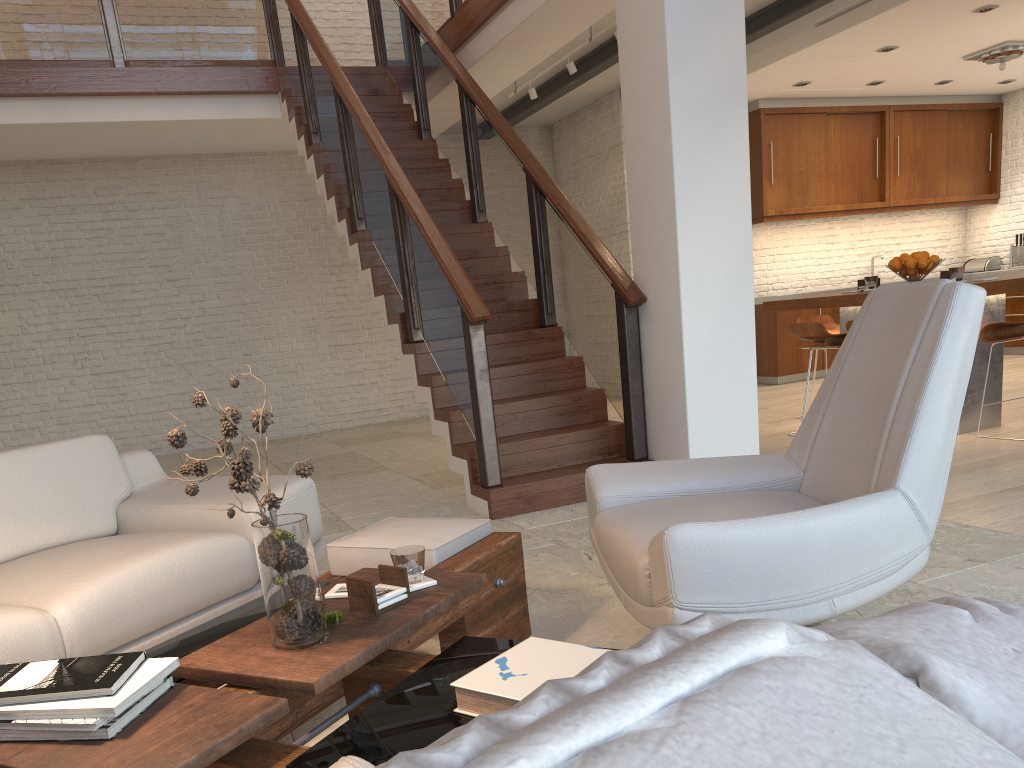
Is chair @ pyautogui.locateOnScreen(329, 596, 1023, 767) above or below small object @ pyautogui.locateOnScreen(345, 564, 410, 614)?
above

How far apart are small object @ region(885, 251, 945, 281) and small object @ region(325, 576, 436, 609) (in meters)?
4.76

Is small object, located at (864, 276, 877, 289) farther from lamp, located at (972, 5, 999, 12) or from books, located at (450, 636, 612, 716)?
books, located at (450, 636, 612, 716)

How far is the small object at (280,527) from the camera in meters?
1.8 m

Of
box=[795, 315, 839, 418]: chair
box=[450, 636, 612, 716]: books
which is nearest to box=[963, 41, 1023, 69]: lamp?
box=[795, 315, 839, 418]: chair

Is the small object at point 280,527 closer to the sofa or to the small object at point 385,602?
the small object at point 385,602

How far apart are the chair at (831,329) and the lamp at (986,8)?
2.6m

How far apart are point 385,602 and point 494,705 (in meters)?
0.61

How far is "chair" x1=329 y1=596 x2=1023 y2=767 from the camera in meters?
0.1 m

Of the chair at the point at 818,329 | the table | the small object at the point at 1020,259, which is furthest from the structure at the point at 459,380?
the small object at the point at 1020,259
